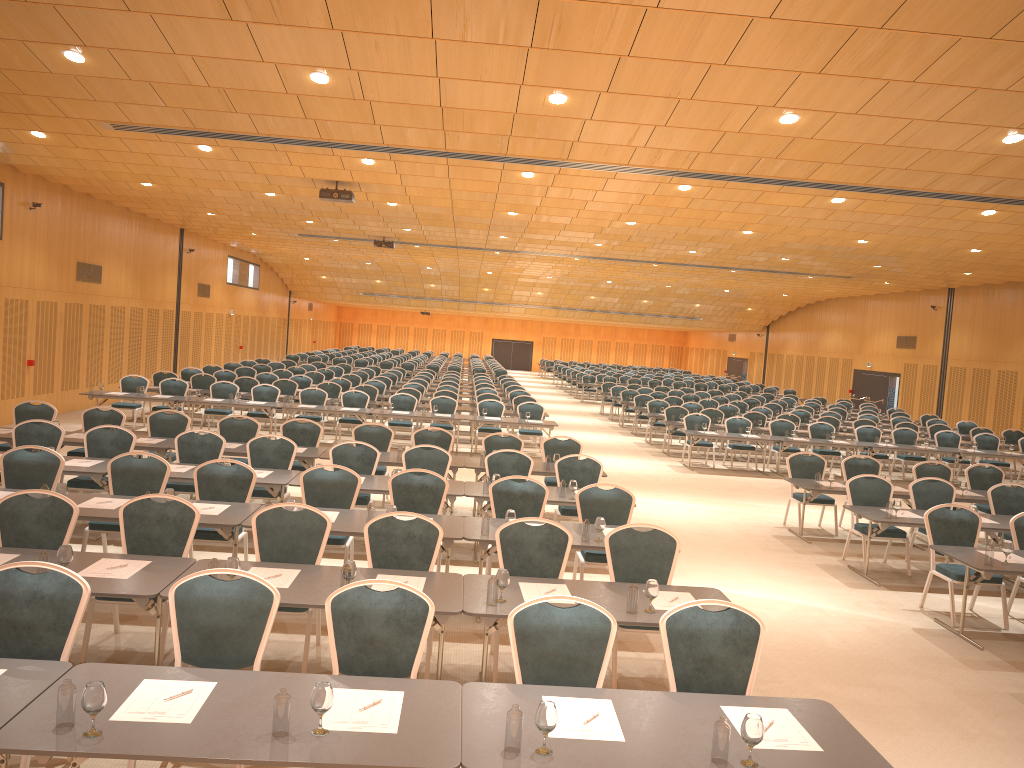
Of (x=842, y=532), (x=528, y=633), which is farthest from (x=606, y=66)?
(x=842, y=532)

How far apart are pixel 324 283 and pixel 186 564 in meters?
37.8 m

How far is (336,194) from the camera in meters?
16.1 m

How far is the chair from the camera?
4.90m

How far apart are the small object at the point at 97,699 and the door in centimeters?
2229cm

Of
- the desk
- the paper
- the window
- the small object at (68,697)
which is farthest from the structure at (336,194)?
the window

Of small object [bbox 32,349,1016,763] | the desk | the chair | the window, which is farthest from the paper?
the window

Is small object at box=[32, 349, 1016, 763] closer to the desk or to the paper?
the desk

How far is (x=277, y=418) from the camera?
22.3m

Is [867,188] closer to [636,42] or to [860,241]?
[860,241]
